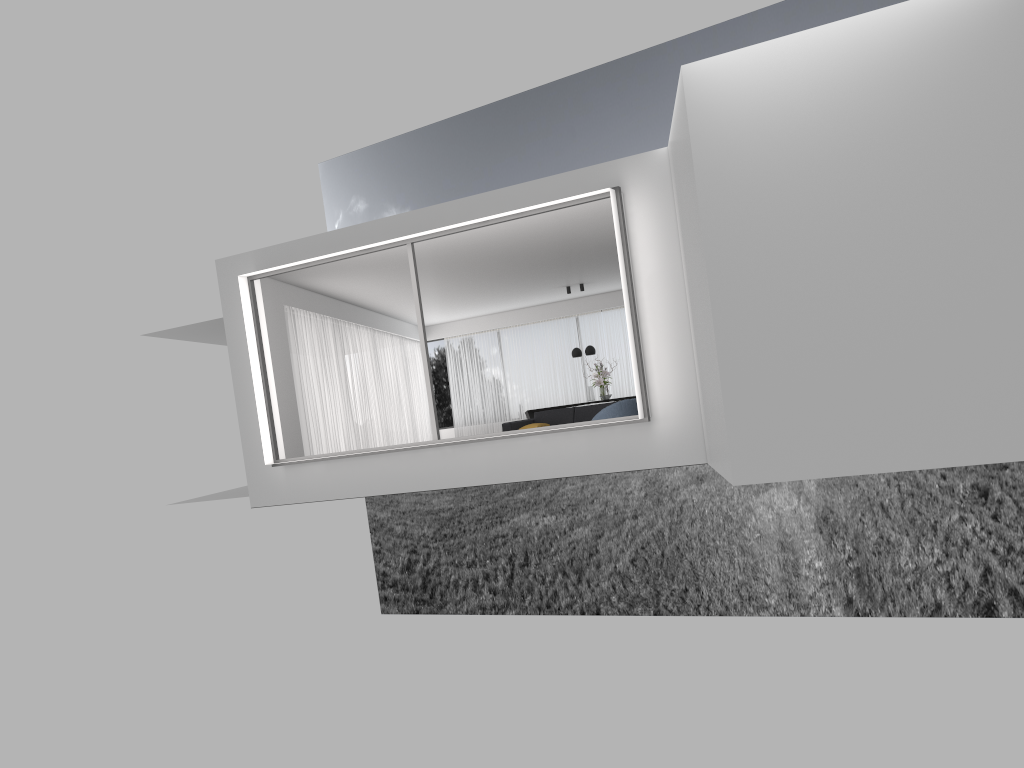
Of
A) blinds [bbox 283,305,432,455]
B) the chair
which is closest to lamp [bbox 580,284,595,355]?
blinds [bbox 283,305,432,455]

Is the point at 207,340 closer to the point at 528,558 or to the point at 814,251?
the point at 814,251

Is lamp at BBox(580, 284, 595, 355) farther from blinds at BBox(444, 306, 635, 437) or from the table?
blinds at BBox(444, 306, 635, 437)

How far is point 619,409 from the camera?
11.18m

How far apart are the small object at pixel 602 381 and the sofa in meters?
3.3

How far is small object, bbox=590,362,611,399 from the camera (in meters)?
17.95

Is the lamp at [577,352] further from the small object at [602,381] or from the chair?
the chair

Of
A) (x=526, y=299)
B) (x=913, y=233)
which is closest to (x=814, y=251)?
(x=913, y=233)

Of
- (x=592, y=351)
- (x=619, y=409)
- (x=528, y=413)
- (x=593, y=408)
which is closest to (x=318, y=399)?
(x=593, y=408)

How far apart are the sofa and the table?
3.5m
